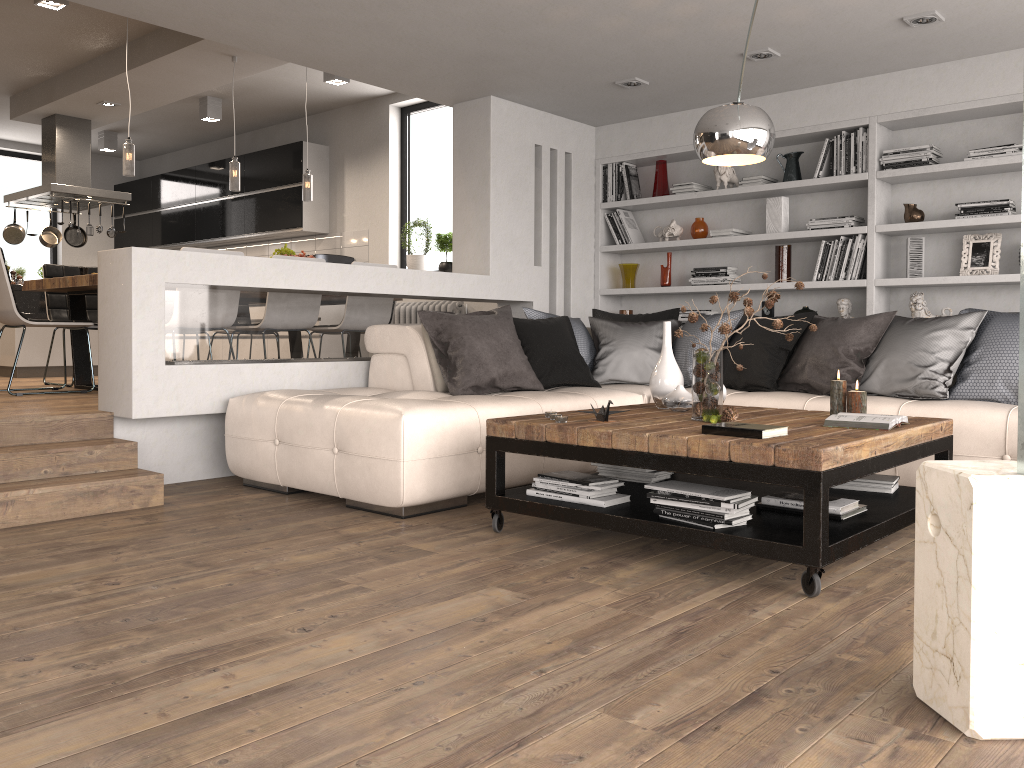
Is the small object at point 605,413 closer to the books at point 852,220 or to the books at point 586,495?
the books at point 586,495

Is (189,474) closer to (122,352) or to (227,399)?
(227,399)

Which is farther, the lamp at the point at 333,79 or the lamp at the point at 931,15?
the lamp at the point at 333,79

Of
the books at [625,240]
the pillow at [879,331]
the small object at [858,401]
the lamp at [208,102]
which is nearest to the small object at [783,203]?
the pillow at [879,331]

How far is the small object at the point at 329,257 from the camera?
8.7m

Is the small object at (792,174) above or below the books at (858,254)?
above

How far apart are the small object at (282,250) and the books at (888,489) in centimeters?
484cm

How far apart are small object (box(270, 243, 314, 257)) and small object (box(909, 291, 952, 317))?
4.6m

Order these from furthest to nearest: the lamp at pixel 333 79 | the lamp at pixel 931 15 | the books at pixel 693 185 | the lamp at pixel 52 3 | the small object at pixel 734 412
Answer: the lamp at pixel 333 79
the books at pixel 693 185
the lamp at pixel 52 3
the lamp at pixel 931 15
the small object at pixel 734 412

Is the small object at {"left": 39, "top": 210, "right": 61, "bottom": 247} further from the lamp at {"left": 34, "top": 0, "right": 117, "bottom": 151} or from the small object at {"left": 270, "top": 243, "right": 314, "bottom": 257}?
the small object at {"left": 270, "top": 243, "right": 314, "bottom": 257}
